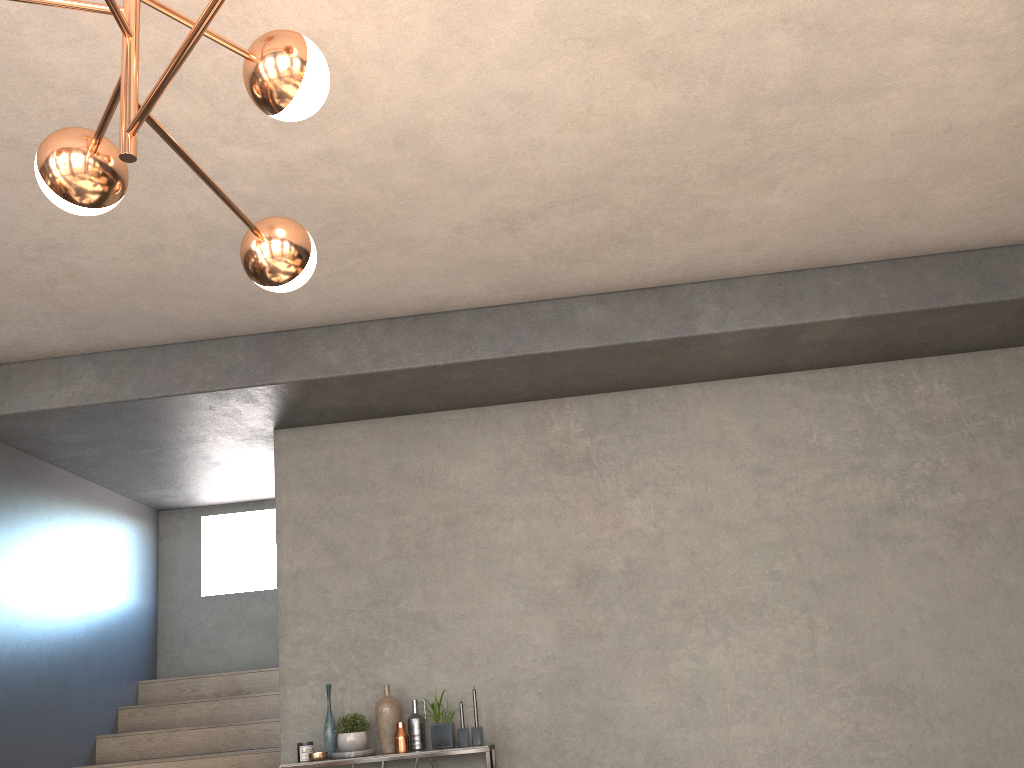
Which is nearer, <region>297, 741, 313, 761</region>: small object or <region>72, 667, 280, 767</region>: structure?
<region>297, 741, 313, 761</region>: small object

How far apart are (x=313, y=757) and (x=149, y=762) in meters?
1.5

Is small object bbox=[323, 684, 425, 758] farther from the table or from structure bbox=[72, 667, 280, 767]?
structure bbox=[72, 667, 280, 767]

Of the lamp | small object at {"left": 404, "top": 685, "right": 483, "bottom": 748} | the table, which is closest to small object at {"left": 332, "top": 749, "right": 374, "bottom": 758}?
the table

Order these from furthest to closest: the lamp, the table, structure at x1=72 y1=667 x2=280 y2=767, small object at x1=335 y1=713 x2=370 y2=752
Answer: structure at x1=72 y1=667 x2=280 y2=767 < small object at x1=335 y1=713 x2=370 y2=752 < the table < the lamp

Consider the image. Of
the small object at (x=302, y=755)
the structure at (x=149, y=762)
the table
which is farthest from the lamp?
the structure at (x=149, y=762)

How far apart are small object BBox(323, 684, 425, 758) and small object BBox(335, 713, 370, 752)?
0.07m

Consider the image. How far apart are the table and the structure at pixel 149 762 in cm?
94

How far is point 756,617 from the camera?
4.8 meters

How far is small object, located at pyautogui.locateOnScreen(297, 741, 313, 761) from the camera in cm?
454
